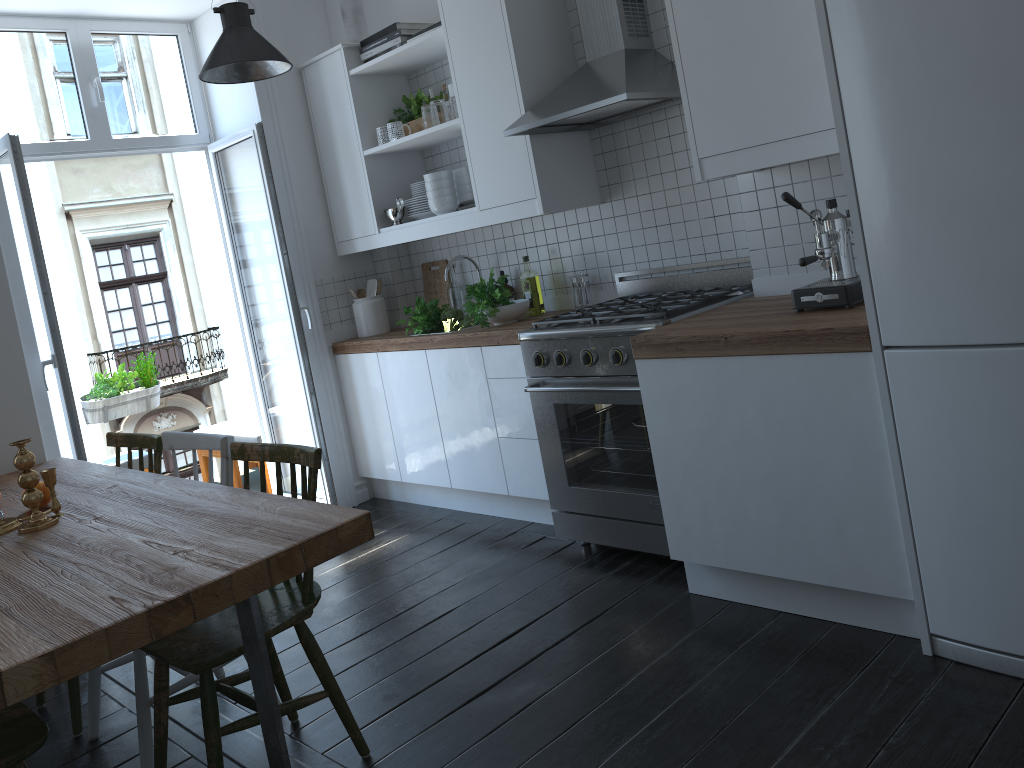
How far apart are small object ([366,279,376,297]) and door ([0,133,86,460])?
1.6 meters

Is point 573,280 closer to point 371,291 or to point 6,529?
point 371,291

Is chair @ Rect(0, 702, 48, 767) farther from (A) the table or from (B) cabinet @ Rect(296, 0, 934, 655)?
(B) cabinet @ Rect(296, 0, 934, 655)

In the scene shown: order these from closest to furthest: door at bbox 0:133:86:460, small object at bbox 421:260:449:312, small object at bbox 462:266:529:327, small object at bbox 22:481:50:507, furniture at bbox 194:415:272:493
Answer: small object at bbox 22:481:50:507 → door at bbox 0:133:86:460 → small object at bbox 462:266:529:327 → small object at bbox 421:260:449:312 → furniture at bbox 194:415:272:493

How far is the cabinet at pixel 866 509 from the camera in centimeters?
239cm

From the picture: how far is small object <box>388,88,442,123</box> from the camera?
4.34m

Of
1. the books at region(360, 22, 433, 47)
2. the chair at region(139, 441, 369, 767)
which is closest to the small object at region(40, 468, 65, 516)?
the chair at region(139, 441, 369, 767)

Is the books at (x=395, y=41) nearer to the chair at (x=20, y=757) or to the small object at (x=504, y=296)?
the small object at (x=504, y=296)

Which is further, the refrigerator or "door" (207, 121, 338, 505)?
"door" (207, 121, 338, 505)

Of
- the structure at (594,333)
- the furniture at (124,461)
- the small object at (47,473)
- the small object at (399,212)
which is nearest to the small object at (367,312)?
the small object at (399,212)
